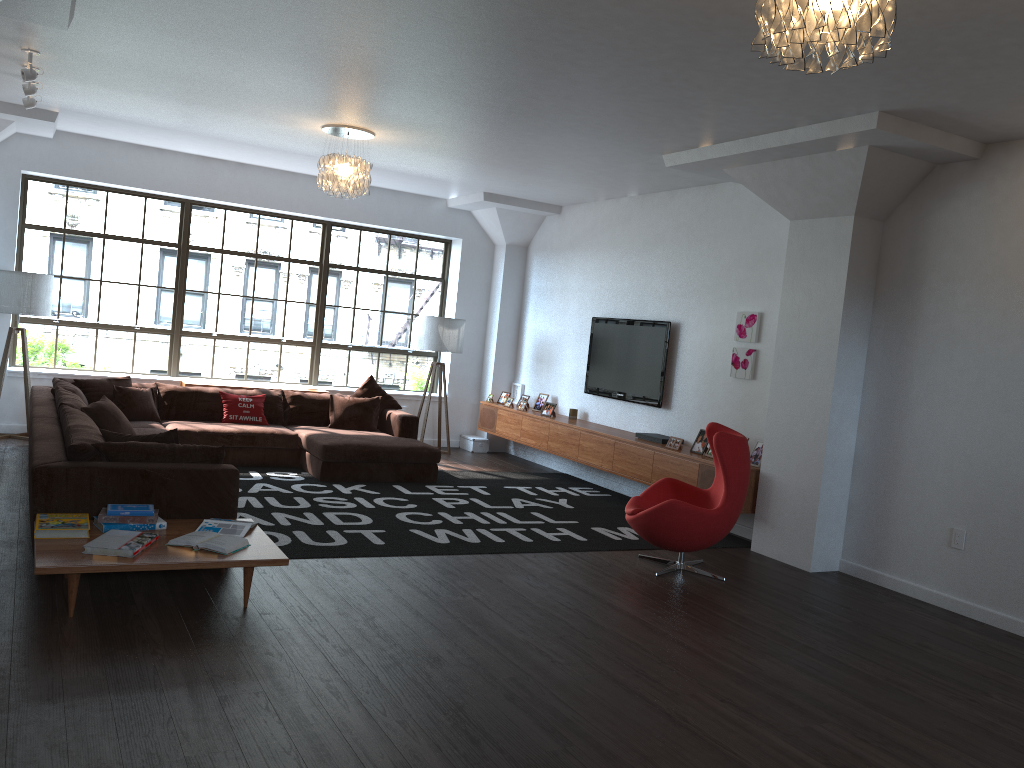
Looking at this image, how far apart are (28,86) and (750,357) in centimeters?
581cm

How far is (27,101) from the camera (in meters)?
6.67

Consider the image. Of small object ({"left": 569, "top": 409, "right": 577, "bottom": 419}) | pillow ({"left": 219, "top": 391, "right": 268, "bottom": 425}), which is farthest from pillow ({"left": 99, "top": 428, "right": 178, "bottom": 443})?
small object ({"left": 569, "top": 409, "right": 577, "bottom": 419})

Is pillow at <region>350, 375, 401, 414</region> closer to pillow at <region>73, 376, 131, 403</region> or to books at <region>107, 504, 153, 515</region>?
pillow at <region>73, 376, 131, 403</region>

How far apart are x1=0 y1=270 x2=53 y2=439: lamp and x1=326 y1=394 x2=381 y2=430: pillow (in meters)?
2.79

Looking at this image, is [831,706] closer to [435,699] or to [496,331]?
[435,699]

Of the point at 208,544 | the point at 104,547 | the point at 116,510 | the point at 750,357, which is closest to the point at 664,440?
the point at 750,357

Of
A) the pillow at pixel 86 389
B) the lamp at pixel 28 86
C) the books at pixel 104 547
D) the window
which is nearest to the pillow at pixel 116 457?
the books at pixel 104 547

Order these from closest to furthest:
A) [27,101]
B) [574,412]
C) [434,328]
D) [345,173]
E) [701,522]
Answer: [701,522], [27,101], [345,173], [574,412], [434,328]

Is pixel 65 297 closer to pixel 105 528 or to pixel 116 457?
pixel 116 457
